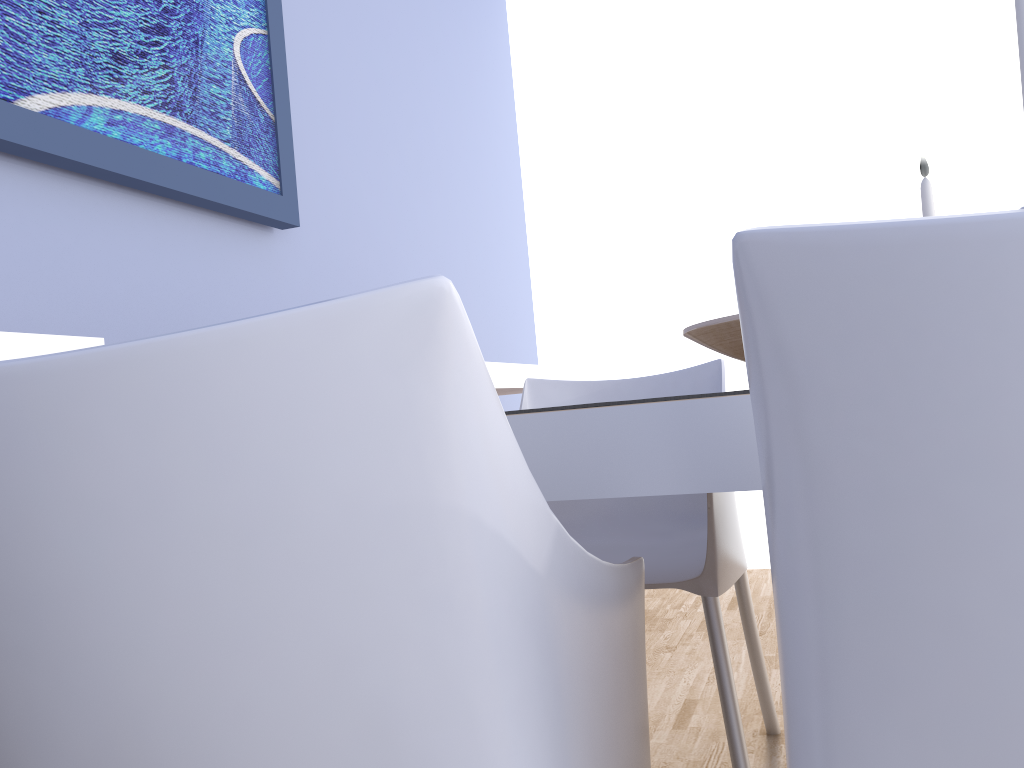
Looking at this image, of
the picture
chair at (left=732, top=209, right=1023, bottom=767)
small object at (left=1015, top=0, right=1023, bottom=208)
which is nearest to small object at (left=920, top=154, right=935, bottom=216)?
small object at (left=1015, top=0, right=1023, bottom=208)

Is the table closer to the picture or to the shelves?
the shelves

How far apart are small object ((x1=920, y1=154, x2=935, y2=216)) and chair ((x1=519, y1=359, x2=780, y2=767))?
0.5 meters

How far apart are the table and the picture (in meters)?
1.07

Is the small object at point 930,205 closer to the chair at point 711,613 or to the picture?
the chair at point 711,613

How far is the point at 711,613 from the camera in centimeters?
149cm

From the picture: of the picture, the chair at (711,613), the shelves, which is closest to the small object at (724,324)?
the chair at (711,613)

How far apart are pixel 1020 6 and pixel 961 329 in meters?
0.5 m

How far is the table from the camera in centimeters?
62cm

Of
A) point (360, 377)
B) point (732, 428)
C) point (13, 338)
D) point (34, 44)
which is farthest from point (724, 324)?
point (34, 44)
